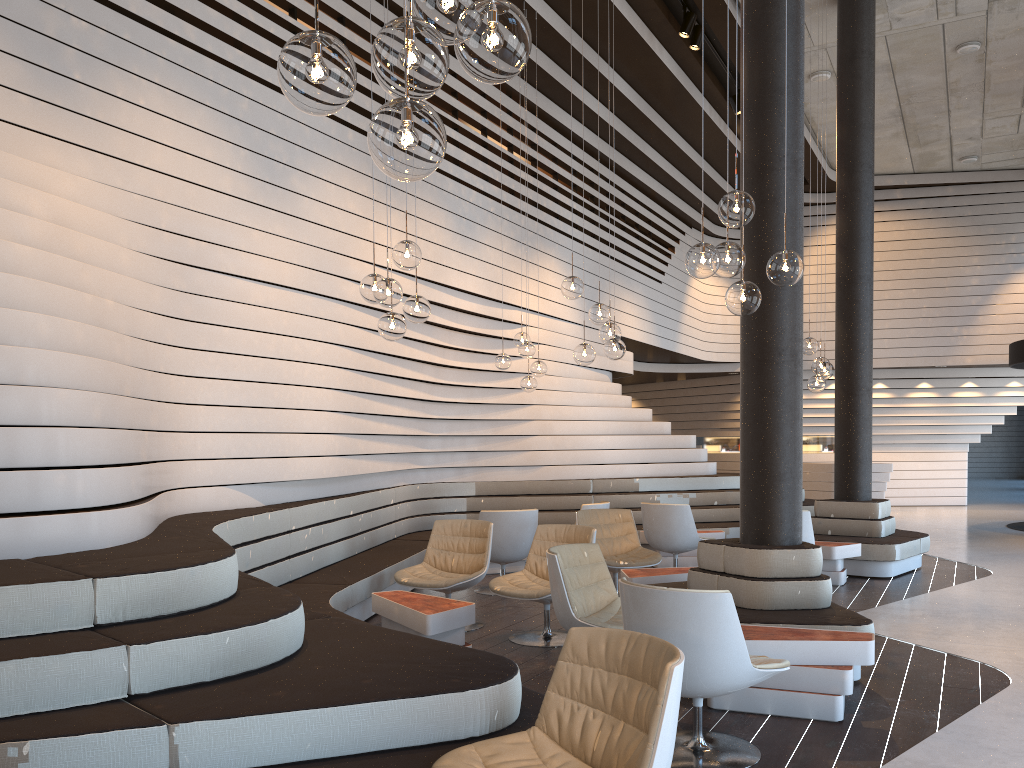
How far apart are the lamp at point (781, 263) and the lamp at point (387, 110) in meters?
2.3 m

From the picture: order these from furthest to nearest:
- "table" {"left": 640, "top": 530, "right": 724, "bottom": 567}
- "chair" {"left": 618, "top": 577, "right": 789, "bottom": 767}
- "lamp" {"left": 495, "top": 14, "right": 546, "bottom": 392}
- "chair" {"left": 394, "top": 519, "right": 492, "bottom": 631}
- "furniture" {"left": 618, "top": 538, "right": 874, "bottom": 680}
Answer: "table" {"left": 640, "top": 530, "right": 724, "bottom": 567} → "lamp" {"left": 495, "top": 14, "right": 546, "bottom": 392} → "chair" {"left": 394, "top": 519, "right": 492, "bottom": 631} → "furniture" {"left": 618, "top": 538, "right": 874, "bottom": 680} → "chair" {"left": 618, "top": 577, "right": 789, "bottom": 767}

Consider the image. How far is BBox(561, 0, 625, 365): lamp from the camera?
6.40m

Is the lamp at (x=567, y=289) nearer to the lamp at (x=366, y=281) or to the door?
the lamp at (x=366, y=281)

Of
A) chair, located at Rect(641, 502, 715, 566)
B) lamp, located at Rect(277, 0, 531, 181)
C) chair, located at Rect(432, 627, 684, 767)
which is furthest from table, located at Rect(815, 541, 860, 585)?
lamp, located at Rect(277, 0, 531, 181)

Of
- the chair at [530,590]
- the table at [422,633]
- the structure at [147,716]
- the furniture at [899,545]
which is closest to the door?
the structure at [147,716]

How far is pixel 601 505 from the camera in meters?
8.5 m

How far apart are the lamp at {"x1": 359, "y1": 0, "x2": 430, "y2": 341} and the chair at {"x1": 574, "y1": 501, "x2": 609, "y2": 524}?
3.82m

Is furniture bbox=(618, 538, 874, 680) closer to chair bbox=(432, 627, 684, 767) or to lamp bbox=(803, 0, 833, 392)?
chair bbox=(432, 627, 684, 767)

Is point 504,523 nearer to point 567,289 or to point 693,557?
point 567,289
